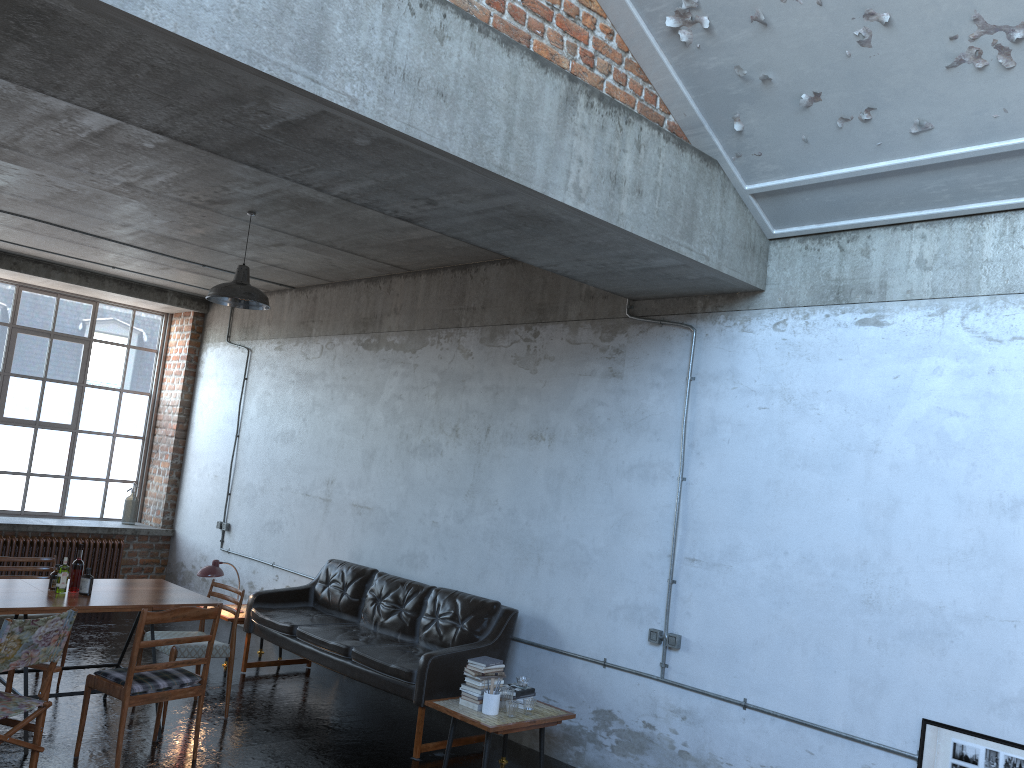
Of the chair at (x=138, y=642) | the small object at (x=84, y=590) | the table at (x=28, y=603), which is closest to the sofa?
the table at (x=28, y=603)

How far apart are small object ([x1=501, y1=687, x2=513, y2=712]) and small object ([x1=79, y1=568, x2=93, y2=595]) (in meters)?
2.91

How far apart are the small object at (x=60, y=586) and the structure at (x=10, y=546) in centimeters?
484cm

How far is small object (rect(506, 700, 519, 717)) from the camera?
5.8 meters

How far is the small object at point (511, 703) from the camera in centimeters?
580cm

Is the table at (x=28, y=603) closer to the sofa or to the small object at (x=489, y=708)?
the sofa

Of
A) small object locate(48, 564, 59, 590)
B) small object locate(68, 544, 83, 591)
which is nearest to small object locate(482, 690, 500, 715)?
small object locate(68, 544, 83, 591)

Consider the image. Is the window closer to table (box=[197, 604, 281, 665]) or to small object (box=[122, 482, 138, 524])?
small object (box=[122, 482, 138, 524])

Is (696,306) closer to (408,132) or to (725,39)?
(725,39)

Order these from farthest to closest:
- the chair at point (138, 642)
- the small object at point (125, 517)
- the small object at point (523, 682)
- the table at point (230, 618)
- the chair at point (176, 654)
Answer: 1. the small object at point (125, 517)
2. the table at point (230, 618)
3. the chair at point (176, 654)
4. the small object at point (523, 682)
5. the chair at point (138, 642)
